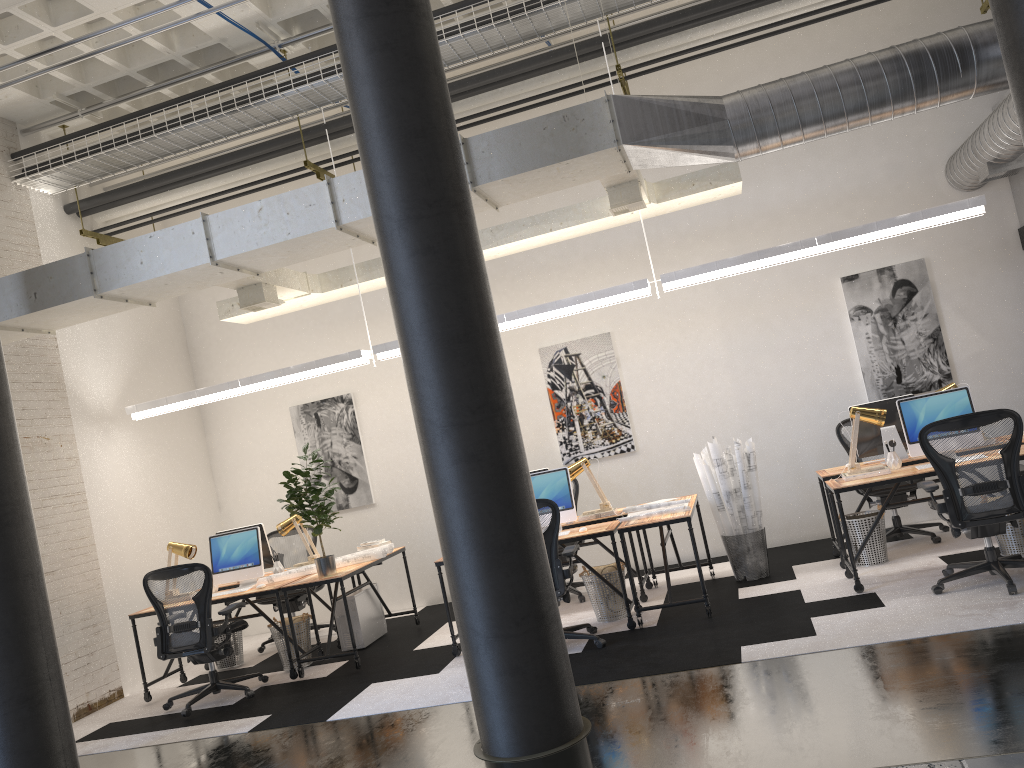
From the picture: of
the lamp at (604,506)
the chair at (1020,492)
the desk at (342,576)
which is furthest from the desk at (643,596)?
the chair at (1020,492)

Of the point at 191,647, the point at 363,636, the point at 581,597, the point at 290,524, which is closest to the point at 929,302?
the point at 581,597

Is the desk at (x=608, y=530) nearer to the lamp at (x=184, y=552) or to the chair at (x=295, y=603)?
the lamp at (x=184, y=552)

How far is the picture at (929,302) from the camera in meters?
8.0 m

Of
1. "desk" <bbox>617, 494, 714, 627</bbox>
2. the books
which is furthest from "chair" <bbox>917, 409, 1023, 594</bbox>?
"desk" <bbox>617, 494, 714, 627</bbox>

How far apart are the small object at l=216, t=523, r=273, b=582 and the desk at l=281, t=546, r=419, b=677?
1.0 meters

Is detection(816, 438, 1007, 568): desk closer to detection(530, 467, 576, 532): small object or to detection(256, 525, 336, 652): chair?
detection(530, 467, 576, 532): small object

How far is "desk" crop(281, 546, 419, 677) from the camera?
6.80m

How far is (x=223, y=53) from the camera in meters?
7.8

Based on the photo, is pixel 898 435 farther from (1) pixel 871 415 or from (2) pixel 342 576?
(2) pixel 342 576
